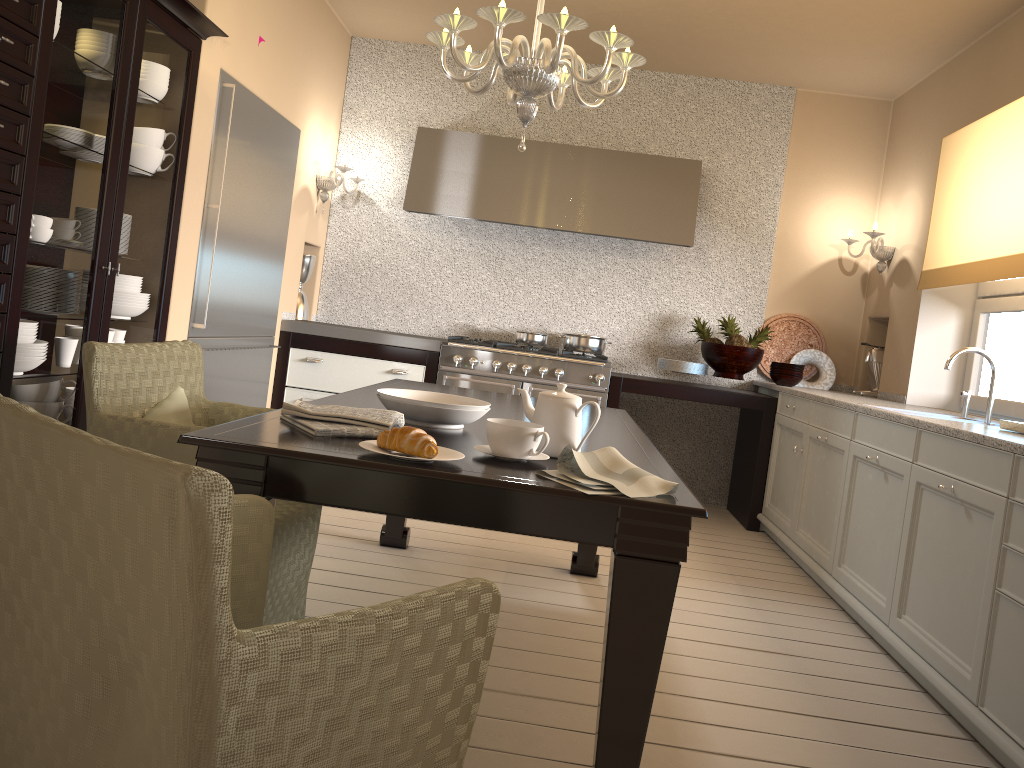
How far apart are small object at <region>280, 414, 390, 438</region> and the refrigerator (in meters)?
2.01

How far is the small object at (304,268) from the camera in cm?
522

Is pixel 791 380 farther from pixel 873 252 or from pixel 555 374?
pixel 555 374

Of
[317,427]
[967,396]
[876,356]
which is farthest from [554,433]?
[876,356]

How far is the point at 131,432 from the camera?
2.1 meters

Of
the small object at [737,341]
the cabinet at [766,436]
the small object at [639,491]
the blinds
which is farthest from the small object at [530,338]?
the small object at [639,491]

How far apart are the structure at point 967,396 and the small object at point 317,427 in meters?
2.9

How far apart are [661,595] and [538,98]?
4.4 meters

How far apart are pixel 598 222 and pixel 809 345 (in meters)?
1.52

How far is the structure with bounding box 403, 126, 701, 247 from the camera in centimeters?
497cm
